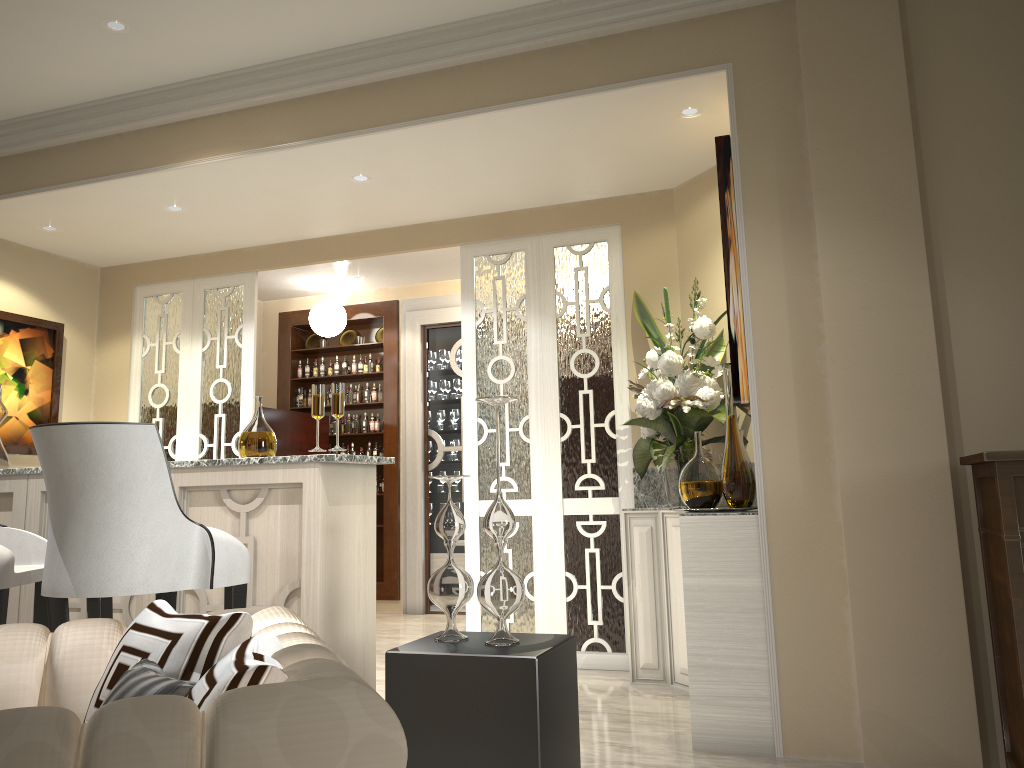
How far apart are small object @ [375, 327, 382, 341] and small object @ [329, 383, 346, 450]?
3.5m

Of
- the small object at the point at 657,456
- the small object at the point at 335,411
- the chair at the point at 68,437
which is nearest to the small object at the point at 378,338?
the small object at the point at 657,456

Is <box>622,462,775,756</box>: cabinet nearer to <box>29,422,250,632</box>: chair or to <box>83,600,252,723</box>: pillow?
<box>29,422,250,632</box>: chair

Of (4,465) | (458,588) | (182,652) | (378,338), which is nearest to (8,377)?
(4,465)

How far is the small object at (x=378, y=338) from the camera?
6.2 meters

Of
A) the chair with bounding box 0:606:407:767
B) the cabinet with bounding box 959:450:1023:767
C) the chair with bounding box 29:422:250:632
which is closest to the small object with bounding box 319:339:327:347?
the chair with bounding box 29:422:250:632

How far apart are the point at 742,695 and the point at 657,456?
1.0 meters

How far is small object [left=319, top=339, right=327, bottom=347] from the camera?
6.3m

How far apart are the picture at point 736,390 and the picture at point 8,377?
3.5m

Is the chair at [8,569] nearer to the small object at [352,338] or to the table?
the table
